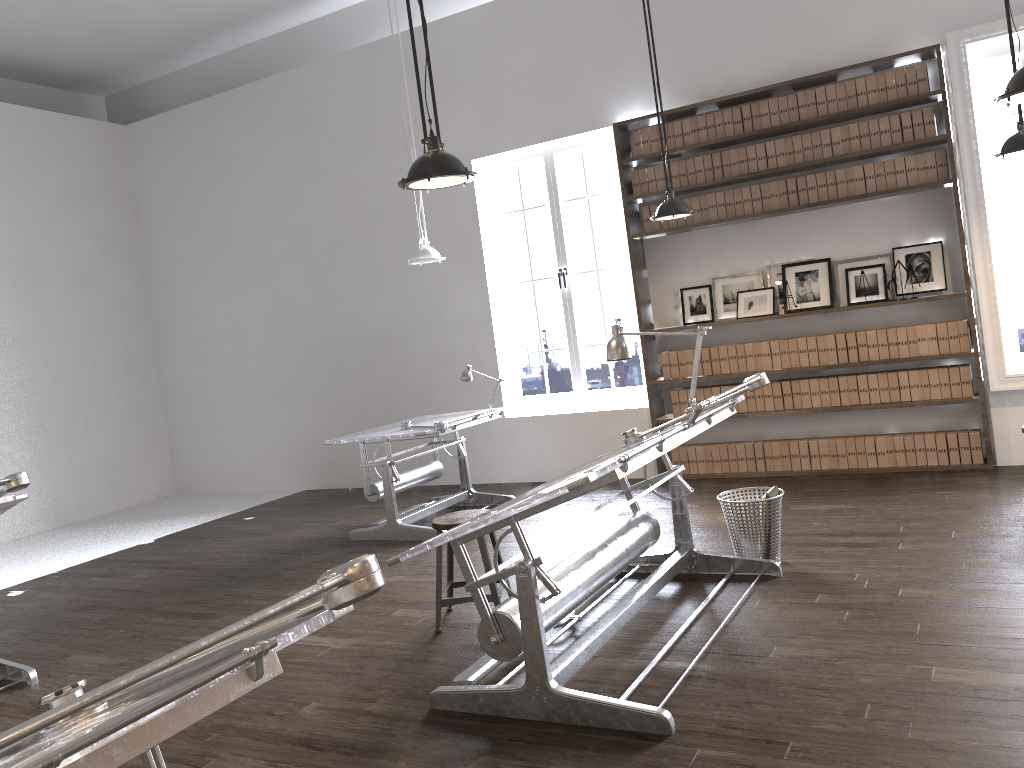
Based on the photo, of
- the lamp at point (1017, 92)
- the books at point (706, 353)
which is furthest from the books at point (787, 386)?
the lamp at point (1017, 92)

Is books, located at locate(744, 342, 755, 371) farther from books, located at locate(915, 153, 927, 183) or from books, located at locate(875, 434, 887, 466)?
books, located at locate(915, 153, 927, 183)

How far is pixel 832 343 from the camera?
6.73m

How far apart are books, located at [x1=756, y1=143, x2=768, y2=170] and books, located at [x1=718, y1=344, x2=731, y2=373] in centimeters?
143cm

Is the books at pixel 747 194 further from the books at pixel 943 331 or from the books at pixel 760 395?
the books at pixel 943 331

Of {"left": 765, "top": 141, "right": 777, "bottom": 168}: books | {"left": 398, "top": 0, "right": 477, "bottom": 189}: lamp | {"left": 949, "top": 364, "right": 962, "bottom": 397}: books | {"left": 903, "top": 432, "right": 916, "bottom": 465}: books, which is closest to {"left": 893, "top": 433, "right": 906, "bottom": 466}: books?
{"left": 903, "top": 432, "right": 916, "bottom": 465}: books

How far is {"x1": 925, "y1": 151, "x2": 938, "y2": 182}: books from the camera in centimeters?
626cm

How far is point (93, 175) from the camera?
9.8 meters

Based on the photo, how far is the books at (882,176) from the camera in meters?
6.4 m

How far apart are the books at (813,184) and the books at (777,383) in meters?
1.4
